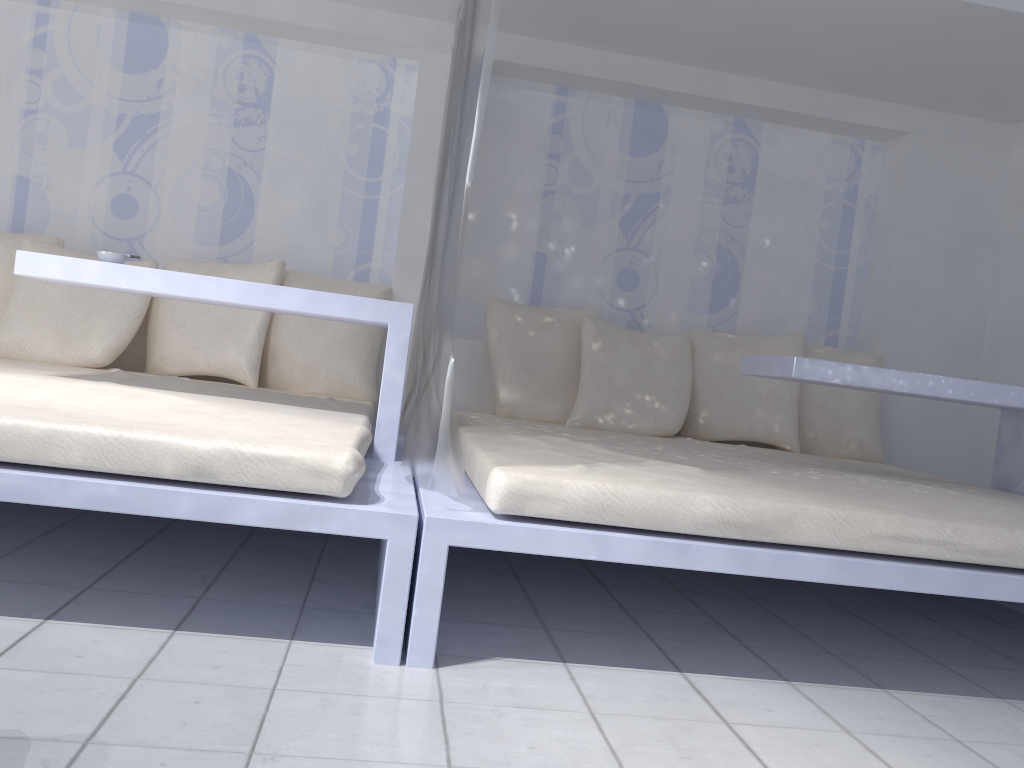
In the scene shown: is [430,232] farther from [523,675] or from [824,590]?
[824,590]

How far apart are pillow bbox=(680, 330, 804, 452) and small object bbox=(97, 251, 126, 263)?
2.3m

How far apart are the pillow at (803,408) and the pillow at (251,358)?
2.2 meters

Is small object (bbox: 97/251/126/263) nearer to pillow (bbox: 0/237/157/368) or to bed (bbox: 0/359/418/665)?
bed (bbox: 0/359/418/665)

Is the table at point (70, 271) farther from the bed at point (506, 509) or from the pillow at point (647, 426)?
the pillow at point (647, 426)

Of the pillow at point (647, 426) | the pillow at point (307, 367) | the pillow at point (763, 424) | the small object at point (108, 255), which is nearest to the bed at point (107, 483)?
the pillow at point (307, 367)

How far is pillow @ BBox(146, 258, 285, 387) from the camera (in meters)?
3.39

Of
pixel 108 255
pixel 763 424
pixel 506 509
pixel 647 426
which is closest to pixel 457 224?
pixel 506 509

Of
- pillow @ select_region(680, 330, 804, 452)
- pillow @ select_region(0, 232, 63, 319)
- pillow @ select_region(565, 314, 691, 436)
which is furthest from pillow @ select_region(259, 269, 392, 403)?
pillow @ select_region(680, 330, 804, 452)

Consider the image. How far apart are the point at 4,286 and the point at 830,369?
3.0m
